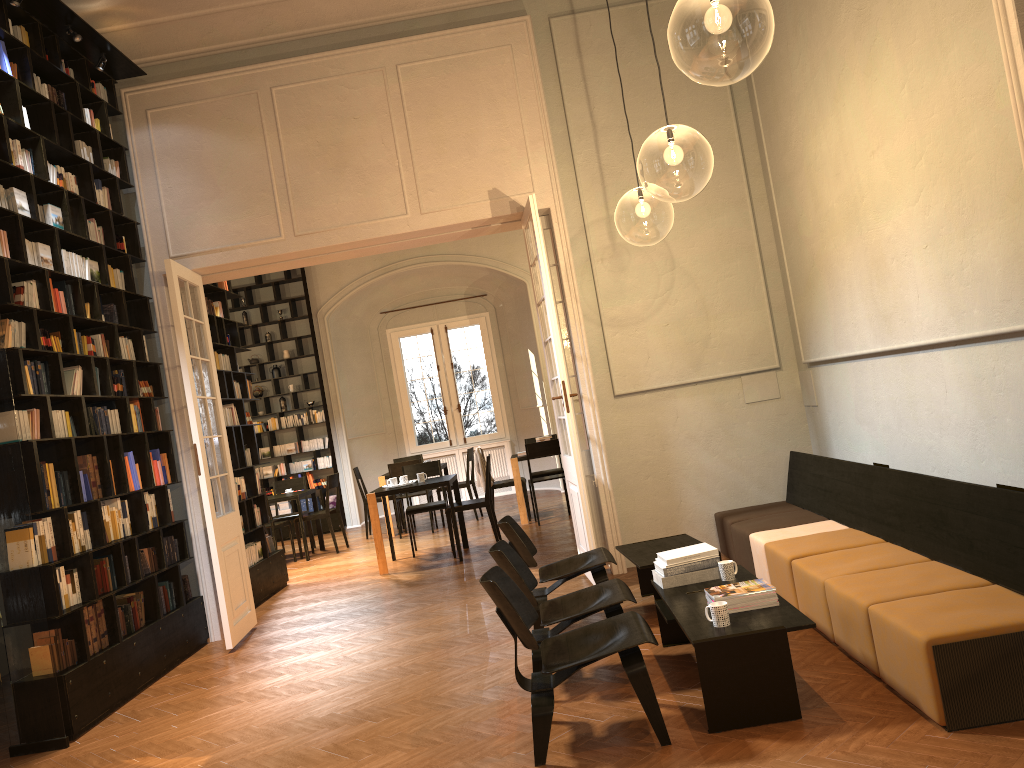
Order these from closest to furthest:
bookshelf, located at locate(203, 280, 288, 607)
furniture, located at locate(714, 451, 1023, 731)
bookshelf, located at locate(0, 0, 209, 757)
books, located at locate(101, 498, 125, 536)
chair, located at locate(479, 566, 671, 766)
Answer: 1. furniture, located at locate(714, 451, 1023, 731)
2. chair, located at locate(479, 566, 671, 766)
3. bookshelf, located at locate(0, 0, 209, 757)
4. books, located at locate(101, 498, 125, 536)
5. bookshelf, located at locate(203, 280, 288, 607)

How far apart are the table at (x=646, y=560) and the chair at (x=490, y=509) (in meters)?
3.50

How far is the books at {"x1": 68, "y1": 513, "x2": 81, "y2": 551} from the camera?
6.02m

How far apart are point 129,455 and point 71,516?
0.8 meters

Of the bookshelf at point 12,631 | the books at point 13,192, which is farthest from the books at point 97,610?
the books at point 13,192

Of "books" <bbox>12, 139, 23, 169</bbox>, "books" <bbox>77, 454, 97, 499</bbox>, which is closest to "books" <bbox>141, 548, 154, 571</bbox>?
"books" <bbox>77, 454, 97, 499</bbox>

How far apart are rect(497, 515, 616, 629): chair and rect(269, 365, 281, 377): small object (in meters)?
9.65

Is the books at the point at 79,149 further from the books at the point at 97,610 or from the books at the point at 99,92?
the books at the point at 97,610

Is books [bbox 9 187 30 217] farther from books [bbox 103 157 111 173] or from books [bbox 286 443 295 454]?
books [bbox 286 443 295 454]

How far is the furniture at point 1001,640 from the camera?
3.5m
